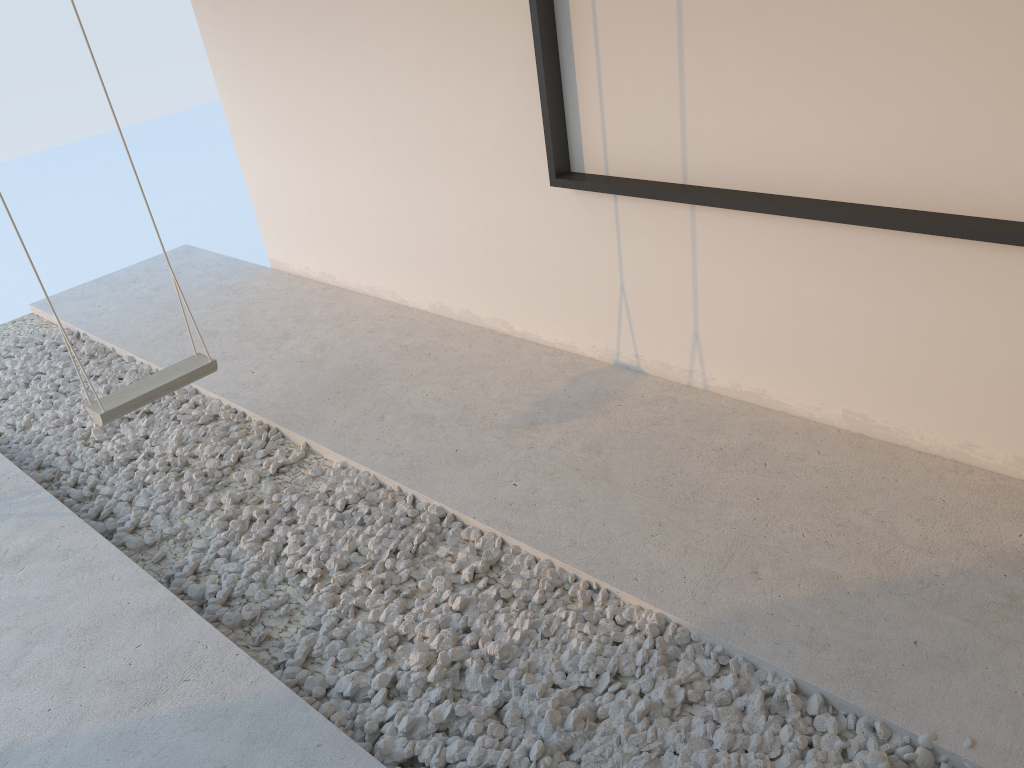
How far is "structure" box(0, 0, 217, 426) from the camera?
3.08m

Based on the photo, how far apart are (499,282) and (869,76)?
1.9 meters

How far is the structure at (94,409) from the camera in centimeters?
308cm

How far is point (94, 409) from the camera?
3.1m
